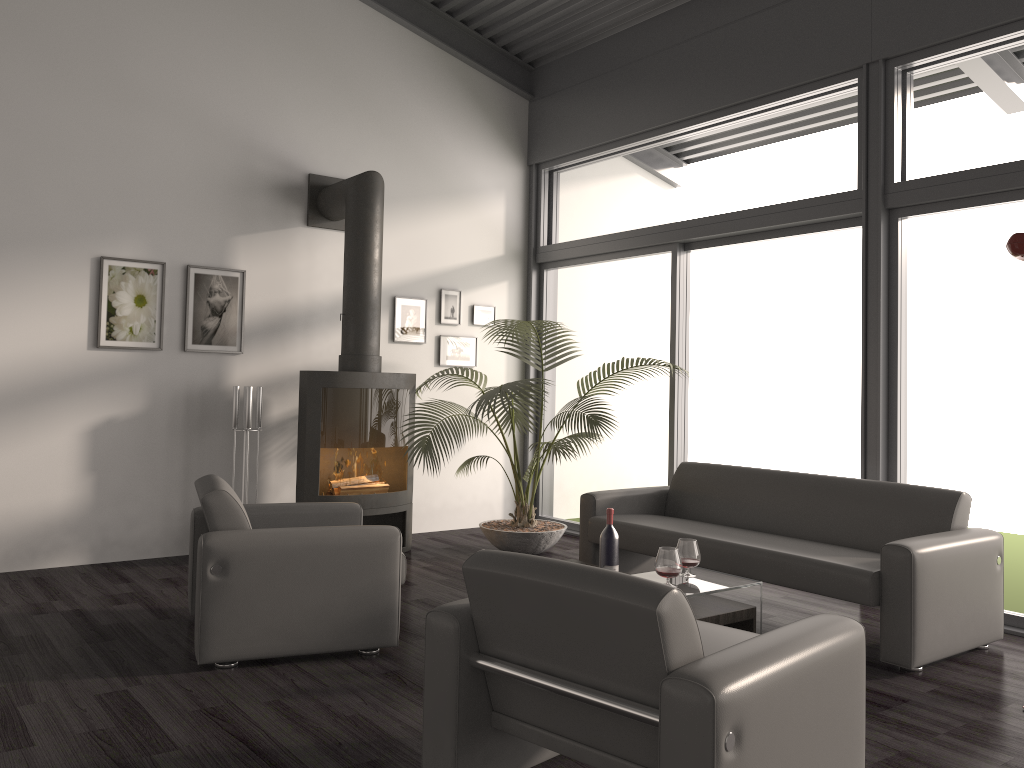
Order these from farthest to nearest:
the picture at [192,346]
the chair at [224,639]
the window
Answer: the picture at [192,346]
the window
the chair at [224,639]

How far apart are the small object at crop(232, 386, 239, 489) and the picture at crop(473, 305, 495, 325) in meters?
2.2

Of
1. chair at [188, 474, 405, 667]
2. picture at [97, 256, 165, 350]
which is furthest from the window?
picture at [97, 256, 165, 350]

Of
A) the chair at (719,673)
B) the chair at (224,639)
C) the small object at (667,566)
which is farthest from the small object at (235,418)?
the chair at (719,673)

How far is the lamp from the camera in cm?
331

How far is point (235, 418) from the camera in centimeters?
572cm

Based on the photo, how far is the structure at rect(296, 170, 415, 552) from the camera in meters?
5.8

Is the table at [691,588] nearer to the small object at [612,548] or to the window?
the small object at [612,548]

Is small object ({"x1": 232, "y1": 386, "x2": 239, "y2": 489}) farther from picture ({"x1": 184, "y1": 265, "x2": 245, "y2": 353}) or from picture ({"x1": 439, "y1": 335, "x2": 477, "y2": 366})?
picture ({"x1": 439, "y1": 335, "x2": 477, "y2": 366})

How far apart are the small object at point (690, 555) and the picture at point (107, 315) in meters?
3.7
